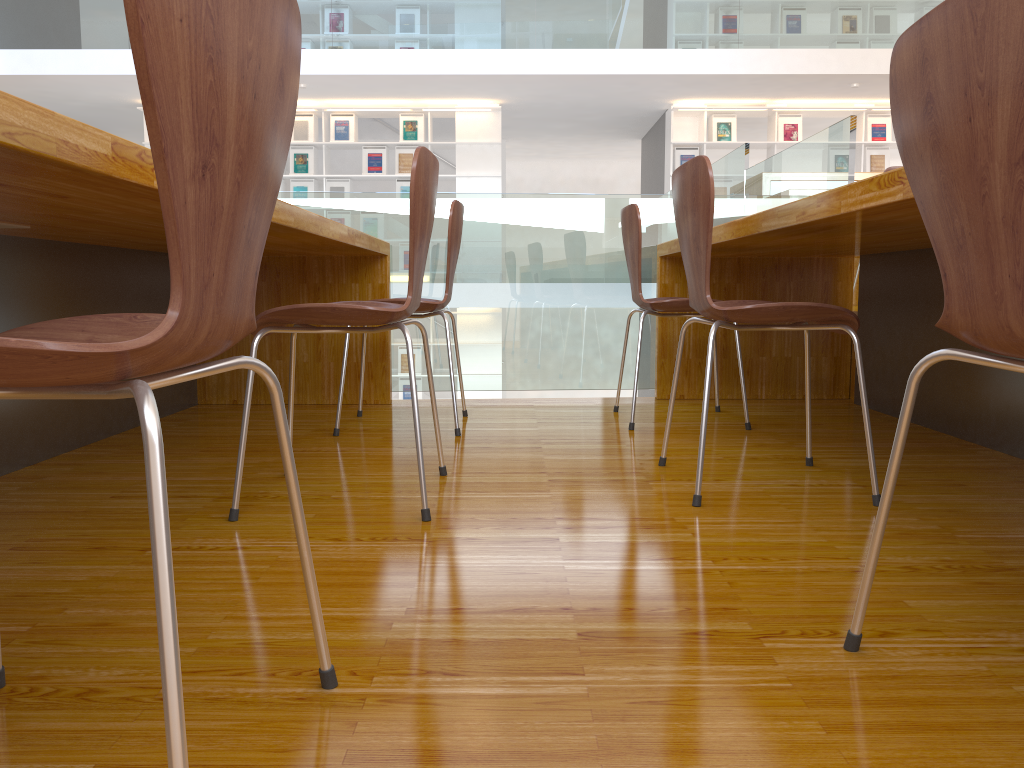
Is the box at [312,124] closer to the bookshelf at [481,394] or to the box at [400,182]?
the box at [400,182]

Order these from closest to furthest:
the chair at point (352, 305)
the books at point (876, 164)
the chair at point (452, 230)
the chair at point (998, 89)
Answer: the chair at point (998, 89), the chair at point (352, 305), the chair at point (452, 230), the books at point (876, 164)

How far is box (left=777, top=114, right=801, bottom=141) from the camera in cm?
915

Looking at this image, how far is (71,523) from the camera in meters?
1.6 m

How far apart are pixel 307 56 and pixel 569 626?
7.68m

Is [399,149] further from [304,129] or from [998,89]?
[998,89]

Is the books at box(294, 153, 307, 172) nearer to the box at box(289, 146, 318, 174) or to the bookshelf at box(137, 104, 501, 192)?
the box at box(289, 146, 318, 174)

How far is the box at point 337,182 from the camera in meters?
9.2

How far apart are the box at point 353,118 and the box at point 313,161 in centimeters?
38cm

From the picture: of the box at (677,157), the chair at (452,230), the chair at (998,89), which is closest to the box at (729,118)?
the box at (677,157)
